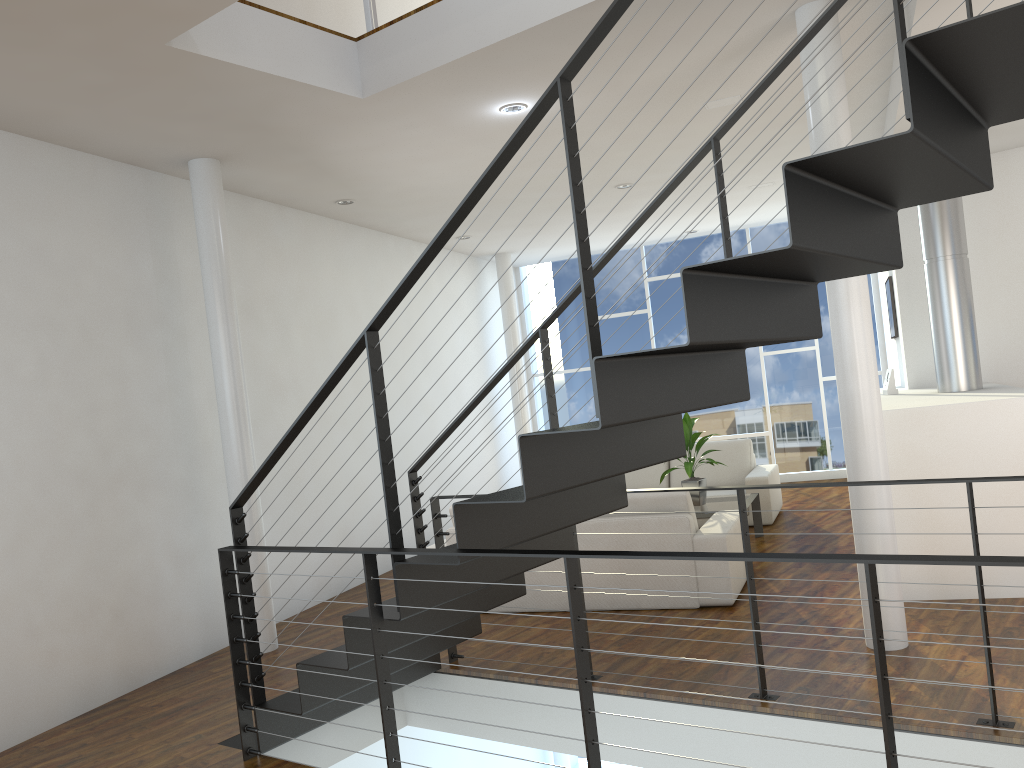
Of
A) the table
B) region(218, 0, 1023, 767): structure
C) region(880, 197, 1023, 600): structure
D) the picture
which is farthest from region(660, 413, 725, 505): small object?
region(218, 0, 1023, 767): structure

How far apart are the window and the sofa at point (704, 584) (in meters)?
3.90

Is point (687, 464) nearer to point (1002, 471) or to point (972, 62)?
point (1002, 471)

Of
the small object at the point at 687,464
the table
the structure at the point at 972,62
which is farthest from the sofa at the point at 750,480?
the structure at the point at 972,62

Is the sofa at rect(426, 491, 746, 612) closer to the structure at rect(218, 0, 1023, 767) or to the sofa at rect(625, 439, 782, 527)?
the structure at rect(218, 0, 1023, 767)

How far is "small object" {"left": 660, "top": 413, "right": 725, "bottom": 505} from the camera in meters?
5.4

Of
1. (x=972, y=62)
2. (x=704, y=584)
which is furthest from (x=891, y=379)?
(x=972, y=62)

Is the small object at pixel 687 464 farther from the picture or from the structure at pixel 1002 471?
the picture

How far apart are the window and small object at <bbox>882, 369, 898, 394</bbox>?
2.9 meters

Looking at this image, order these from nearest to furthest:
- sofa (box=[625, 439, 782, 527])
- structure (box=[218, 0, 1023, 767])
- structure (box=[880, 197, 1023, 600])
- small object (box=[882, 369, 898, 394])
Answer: structure (box=[218, 0, 1023, 767])
structure (box=[880, 197, 1023, 600])
small object (box=[882, 369, 898, 394])
sofa (box=[625, 439, 782, 527])
